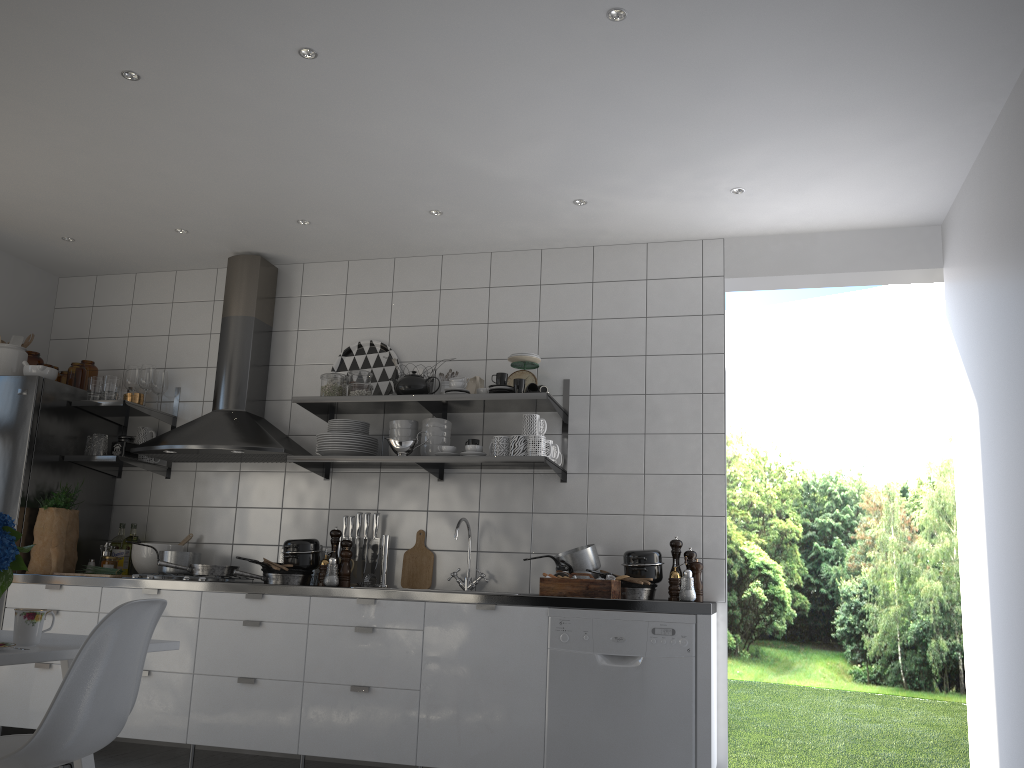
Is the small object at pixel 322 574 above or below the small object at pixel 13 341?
below

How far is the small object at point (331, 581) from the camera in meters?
4.0

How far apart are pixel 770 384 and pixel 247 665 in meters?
10.1

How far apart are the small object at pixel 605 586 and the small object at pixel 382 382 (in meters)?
1.43

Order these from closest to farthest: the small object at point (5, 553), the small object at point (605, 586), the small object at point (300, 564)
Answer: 1. the small object at point (5, 553)
2. the small object at point (605, 586)
3. the small object at point (300, 564)

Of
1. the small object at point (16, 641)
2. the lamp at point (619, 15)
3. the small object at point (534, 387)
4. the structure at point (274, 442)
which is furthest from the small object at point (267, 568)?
the lamp at point (619, 15)

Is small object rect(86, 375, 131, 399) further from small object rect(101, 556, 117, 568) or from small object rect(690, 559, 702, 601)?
small object rect(690, 559, 702, 601)

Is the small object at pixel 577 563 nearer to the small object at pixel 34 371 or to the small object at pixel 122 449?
the small object at pixel 122 449

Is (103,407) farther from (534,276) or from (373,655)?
(534,276)

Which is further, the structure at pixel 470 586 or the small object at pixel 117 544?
the small object at pixel 117 544
